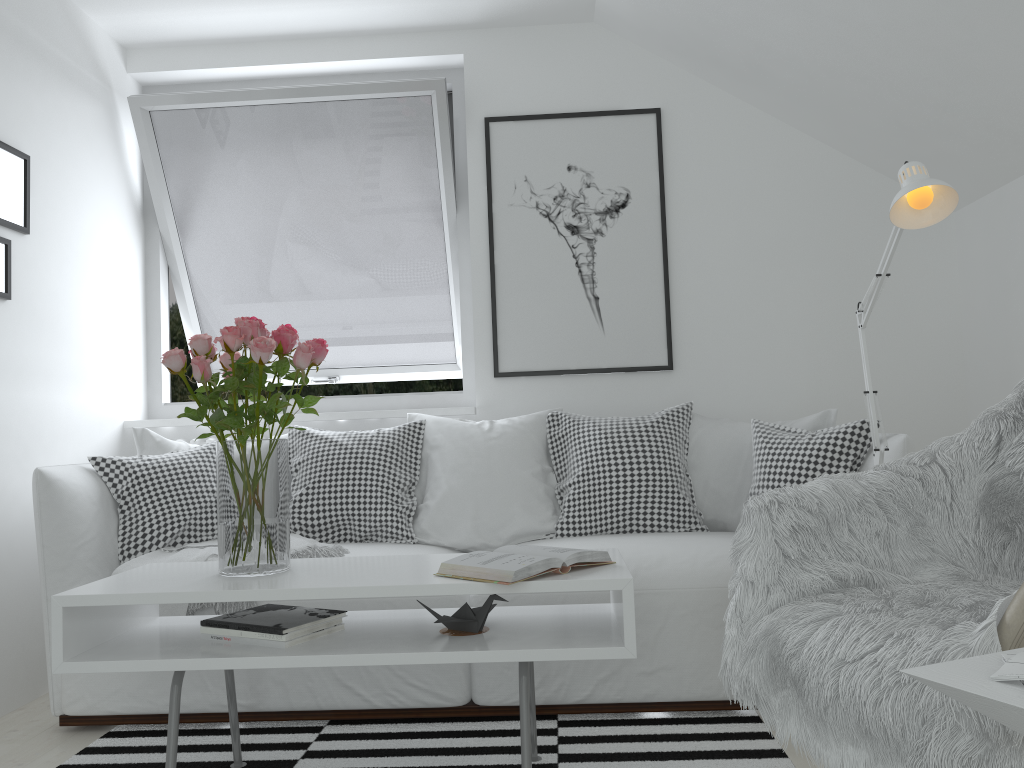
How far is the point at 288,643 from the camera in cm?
189

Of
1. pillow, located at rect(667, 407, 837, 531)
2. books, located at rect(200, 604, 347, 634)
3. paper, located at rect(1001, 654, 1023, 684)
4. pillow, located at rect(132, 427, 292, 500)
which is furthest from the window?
paper, located at rect(1001, 654, 1023, 684)

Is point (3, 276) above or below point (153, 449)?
above

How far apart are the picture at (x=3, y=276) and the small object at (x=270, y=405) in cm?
109

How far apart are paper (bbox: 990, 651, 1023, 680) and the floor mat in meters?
1.2 m

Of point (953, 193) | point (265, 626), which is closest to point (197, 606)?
point (265, 626)

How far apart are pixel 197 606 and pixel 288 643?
0.7 meters

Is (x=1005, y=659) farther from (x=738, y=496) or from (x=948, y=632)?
(x=738, y=496)

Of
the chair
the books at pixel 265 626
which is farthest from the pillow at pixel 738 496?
the chair

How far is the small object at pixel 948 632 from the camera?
1.3m
